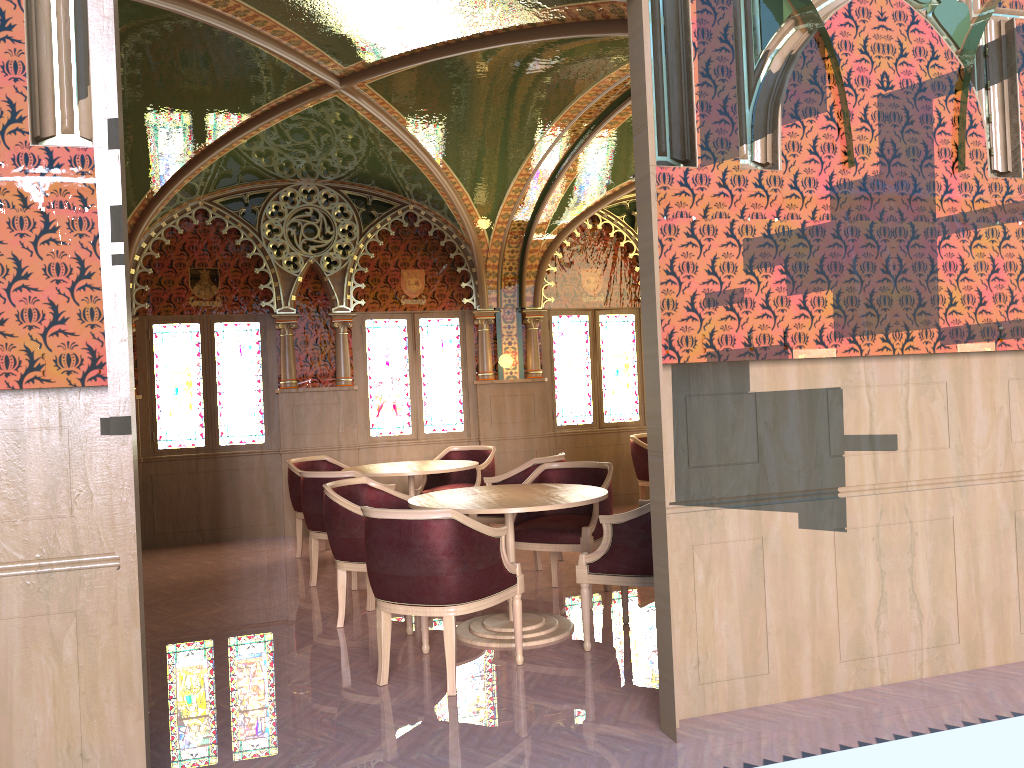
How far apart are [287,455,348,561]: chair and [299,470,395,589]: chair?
1.1 meters

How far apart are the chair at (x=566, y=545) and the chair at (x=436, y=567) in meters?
1.1 m

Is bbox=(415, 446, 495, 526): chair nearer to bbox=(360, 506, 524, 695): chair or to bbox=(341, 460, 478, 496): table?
bbox=(341, 460, 478, 496): table

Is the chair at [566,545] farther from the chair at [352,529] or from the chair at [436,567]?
the chair at [436,567]

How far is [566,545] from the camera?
5.5 meters

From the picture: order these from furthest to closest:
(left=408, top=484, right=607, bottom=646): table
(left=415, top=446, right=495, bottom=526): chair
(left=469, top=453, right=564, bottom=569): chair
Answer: (left=415, top=446, right=495, bottom=526): chair → (left=469, top=453, right=564, bottom=569): chair → (left=408, top=484, right=607, bottom=646): table

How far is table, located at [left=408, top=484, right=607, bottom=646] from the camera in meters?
4.7

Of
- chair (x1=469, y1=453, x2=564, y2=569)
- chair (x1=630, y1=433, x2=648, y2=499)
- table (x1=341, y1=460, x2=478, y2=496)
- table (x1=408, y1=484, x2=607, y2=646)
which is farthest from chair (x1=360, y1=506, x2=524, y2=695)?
chair (x1=630, y1=433, x2=648, y2=499)

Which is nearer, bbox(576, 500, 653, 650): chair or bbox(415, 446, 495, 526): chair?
bbox(576, 500, 653, 650): chair

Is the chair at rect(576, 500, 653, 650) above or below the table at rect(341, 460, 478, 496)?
below
